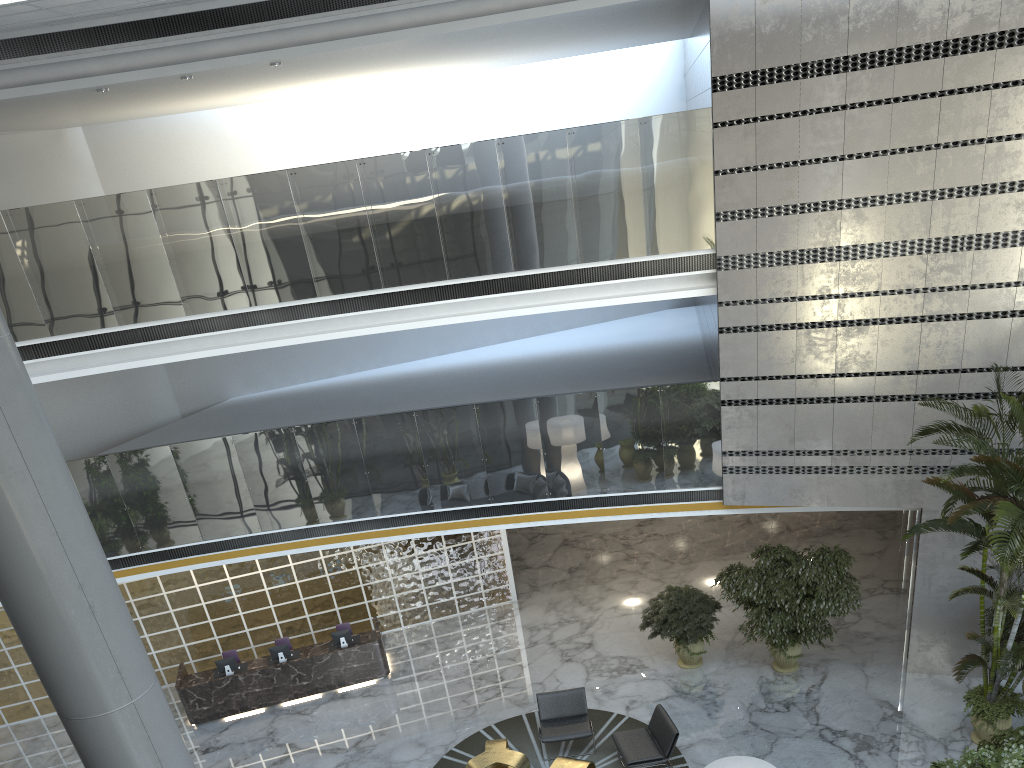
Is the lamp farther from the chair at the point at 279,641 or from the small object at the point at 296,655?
the chair at the point at 279,641

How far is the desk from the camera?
12.0 meters

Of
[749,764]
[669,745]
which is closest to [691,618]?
[669,745]

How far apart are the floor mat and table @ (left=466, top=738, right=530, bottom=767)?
0.2m

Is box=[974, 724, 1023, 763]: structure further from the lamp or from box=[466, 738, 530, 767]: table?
box=[466, 738, 530, 767]: table

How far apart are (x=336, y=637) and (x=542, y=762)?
3.94m

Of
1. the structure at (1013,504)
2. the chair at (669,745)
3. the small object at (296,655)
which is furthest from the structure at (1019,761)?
the small object at (296,655)

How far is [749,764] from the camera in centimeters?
745cm

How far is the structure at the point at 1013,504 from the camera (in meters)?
8.27

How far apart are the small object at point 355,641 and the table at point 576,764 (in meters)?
4.35
